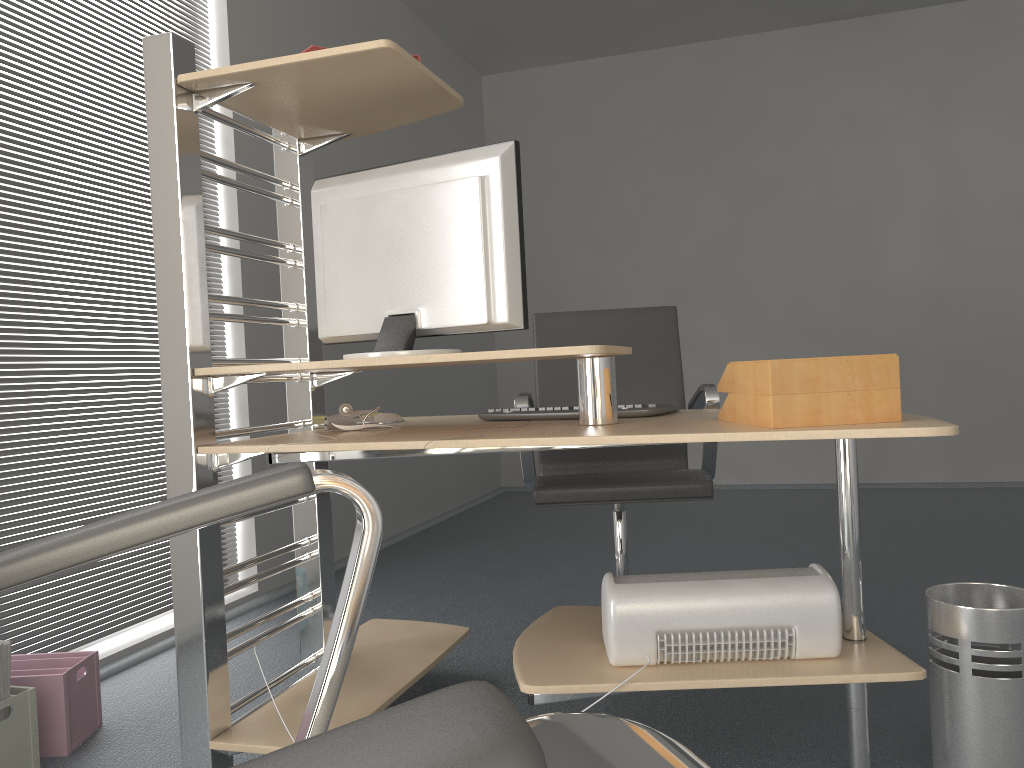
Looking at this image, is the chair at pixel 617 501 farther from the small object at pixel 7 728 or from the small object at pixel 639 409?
the small object at pixel 7 728

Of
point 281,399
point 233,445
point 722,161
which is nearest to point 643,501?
point 233,445

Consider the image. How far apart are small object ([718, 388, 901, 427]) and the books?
1.63m

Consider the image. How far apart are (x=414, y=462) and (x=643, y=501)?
2.7m

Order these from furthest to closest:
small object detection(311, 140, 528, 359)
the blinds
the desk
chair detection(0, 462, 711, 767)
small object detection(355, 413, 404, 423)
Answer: the blinds < small object detection(355, 413, 404, 423) < small object detection(311, 140, 528, 359) < the desk < chair detection(0, 462, 711, 767)

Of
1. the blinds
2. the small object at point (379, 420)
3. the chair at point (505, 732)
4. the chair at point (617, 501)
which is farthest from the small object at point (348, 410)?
the chair at point (505, 732)

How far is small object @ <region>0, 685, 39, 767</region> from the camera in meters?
1.9

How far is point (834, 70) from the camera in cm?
567

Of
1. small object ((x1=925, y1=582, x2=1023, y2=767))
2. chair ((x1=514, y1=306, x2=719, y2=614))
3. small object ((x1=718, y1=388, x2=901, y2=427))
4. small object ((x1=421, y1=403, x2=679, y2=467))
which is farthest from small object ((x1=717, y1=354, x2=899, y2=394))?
chair ((x1=514, y1=306, x2=719, y2=614))

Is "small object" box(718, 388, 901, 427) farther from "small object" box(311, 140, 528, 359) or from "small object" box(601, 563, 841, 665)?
"small object" box(311, 140, 528, 359)
